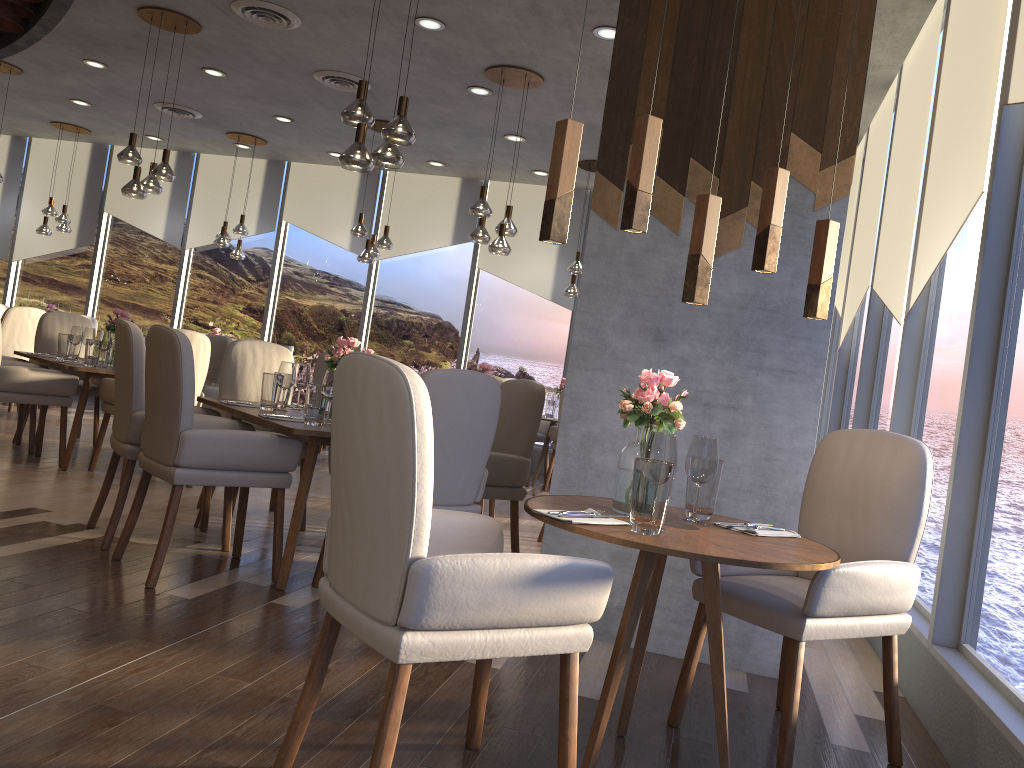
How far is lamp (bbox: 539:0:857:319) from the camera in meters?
2.1 m

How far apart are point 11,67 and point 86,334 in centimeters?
341cm

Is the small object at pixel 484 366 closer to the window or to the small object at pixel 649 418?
the window

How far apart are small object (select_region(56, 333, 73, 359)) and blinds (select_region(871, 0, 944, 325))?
5.3 meters

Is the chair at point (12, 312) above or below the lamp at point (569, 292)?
below

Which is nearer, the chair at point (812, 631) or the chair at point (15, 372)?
the chair at point (812, 631)

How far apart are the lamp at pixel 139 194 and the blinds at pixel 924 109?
4.8 meters

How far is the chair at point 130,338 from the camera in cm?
387

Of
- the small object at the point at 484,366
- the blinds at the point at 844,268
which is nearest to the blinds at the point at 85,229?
the small object at the point at 484,366

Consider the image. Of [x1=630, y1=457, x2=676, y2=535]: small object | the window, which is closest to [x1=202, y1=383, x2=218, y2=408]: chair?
the window
